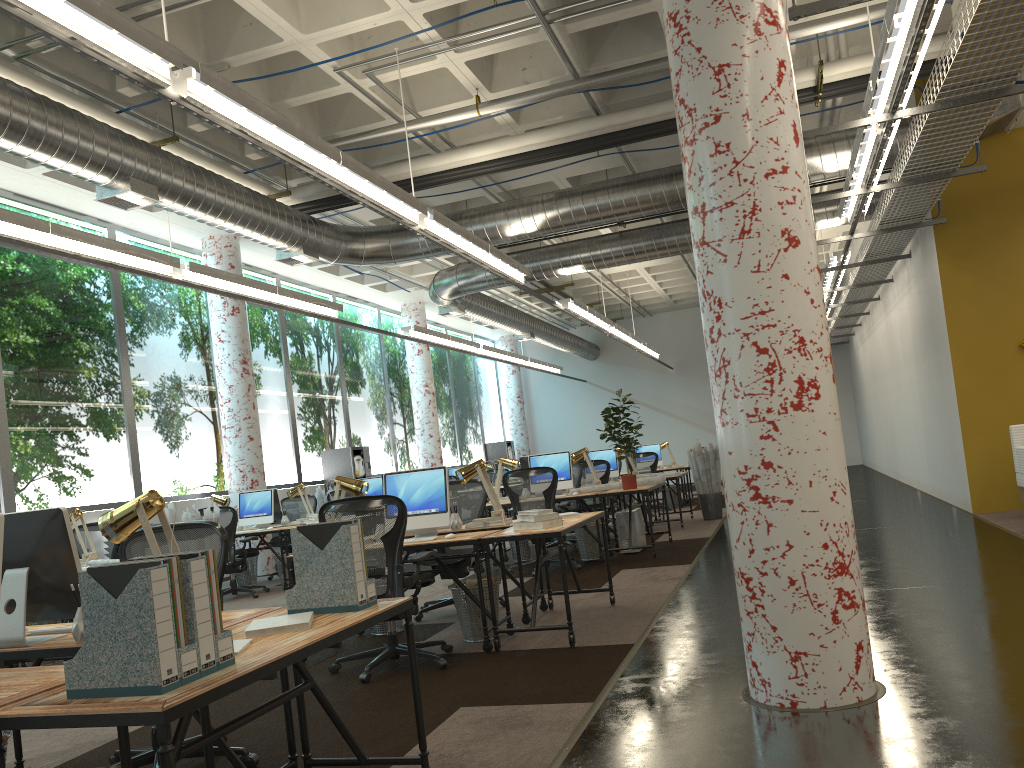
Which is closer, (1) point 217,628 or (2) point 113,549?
(1) point 217,628

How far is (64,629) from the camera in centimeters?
338cm

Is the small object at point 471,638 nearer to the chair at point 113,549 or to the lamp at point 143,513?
the lamp at point 143,513

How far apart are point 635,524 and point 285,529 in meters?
4.0

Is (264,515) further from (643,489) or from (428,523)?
(428,523)

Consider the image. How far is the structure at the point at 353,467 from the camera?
16.02m

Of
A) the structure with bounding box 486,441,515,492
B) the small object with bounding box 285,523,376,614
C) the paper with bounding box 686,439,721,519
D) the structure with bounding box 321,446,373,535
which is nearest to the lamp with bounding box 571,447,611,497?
the paper with bounding box 686,439,721,519

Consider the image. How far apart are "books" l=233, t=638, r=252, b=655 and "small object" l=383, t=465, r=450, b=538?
3.40m

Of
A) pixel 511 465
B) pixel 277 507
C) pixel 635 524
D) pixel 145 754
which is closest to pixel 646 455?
pixel 635 524

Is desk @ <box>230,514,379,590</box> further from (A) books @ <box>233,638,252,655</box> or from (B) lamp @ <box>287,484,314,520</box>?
(A) books @ <box>233,638,252,655</box>
